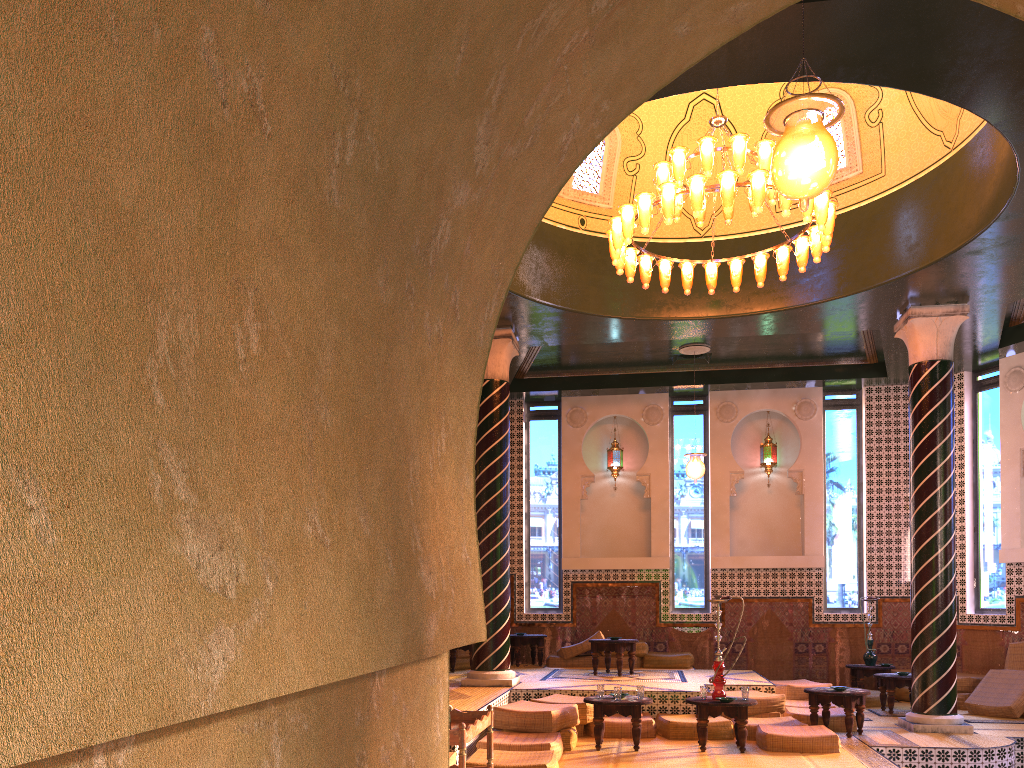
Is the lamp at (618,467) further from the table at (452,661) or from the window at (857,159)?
the window at (857,159)

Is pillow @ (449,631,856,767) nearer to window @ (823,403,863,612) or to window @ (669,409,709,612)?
window @ (669,409,709,612)

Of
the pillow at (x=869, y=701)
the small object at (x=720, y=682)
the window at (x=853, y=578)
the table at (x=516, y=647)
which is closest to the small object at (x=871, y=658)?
the window at (x=853, y=578)

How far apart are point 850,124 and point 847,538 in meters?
7.8

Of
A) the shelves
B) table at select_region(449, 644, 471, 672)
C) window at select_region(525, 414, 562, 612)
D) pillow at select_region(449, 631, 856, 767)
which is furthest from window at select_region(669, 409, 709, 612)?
the shelves

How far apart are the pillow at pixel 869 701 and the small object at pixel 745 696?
5.19m

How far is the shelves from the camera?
5.9m

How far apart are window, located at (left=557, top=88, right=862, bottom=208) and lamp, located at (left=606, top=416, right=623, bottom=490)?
5.7 meters

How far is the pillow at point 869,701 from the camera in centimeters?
1372cm

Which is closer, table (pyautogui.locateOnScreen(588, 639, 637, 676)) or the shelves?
the shelves
